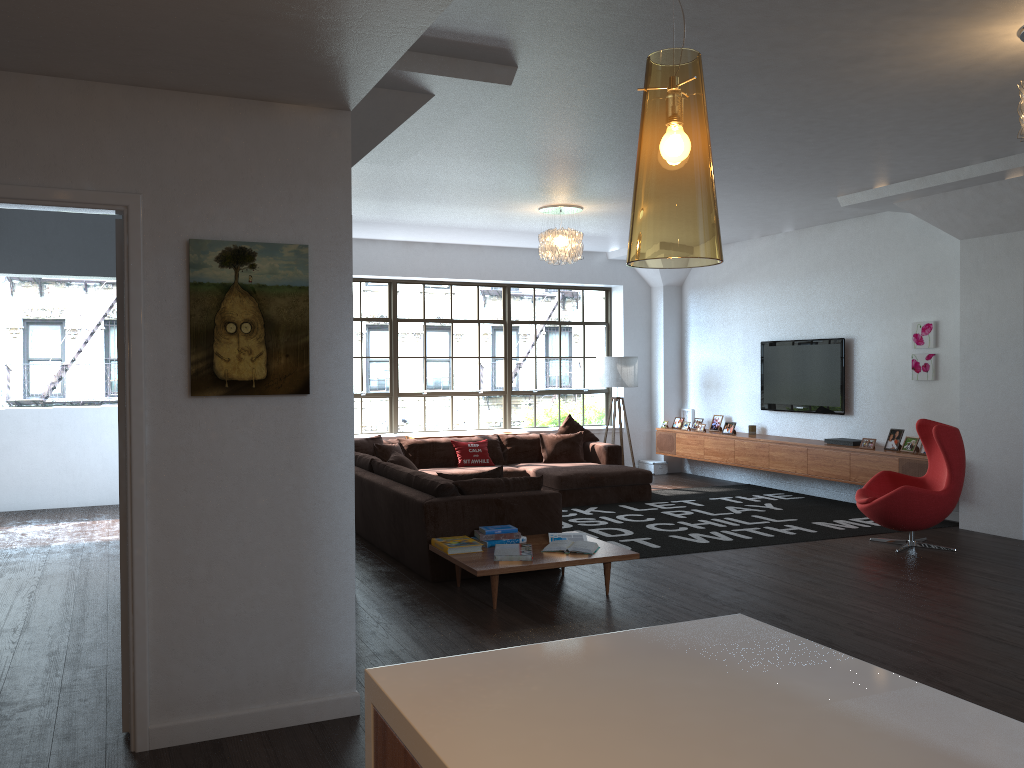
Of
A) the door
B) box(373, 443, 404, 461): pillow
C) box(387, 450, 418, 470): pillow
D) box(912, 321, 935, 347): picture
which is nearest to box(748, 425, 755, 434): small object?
box(912, 321, 935, 347): picture

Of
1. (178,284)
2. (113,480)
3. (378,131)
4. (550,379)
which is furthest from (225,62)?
(550,379)

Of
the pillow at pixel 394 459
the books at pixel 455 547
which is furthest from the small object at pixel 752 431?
the books at pixel 455 547

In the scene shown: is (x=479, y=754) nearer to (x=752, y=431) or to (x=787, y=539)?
(x=787, y=539)

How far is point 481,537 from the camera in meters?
5.8

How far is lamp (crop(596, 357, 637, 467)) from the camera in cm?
1135

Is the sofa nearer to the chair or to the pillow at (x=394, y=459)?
the pillow at (x=394, y=459)

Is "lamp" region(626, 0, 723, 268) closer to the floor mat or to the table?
the table

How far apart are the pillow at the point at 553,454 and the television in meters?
2.2

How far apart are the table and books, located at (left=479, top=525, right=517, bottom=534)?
0.2 meters
